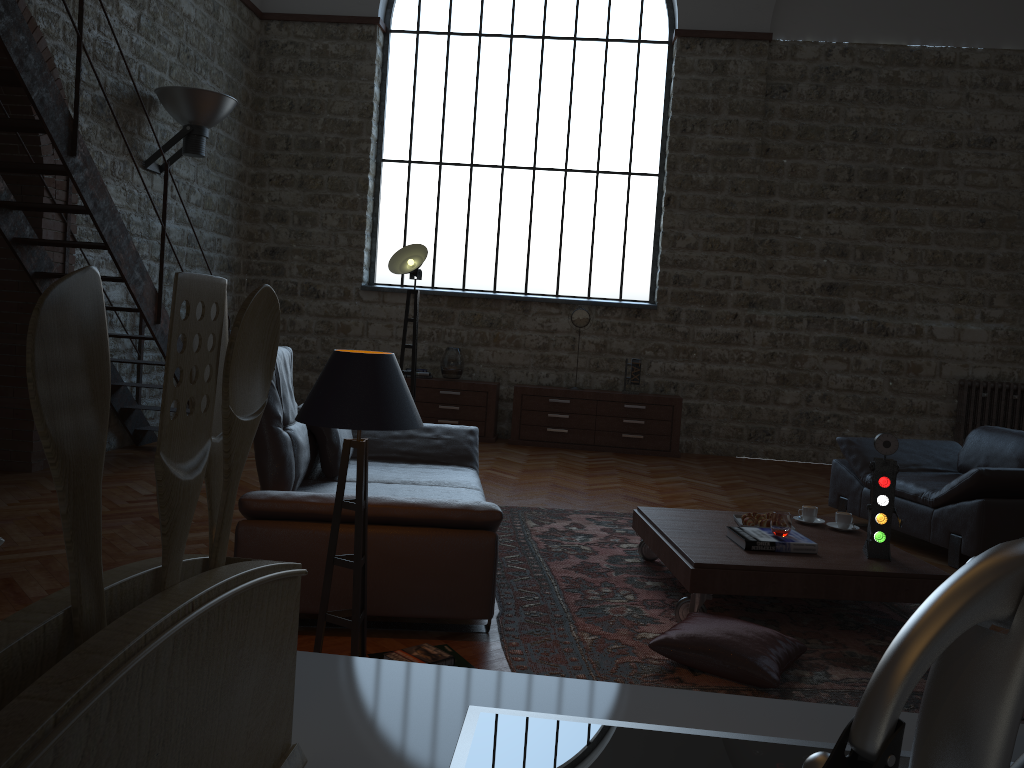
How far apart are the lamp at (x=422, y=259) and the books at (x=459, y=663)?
3.3 meters

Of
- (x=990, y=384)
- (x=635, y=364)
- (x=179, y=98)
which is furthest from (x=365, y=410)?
(x=990, y=384)

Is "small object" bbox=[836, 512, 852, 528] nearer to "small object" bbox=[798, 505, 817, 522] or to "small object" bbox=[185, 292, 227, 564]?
"small object" bbox=[798, 505, 817, 522]

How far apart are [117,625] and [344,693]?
0.3 meters

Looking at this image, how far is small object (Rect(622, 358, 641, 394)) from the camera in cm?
897

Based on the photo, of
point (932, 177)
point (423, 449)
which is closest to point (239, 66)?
point (423, 449)

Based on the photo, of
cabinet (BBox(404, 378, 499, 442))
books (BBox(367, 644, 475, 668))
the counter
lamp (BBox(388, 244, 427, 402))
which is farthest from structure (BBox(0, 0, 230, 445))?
the counter

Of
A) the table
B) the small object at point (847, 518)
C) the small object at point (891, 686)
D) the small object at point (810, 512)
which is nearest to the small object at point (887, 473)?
the table

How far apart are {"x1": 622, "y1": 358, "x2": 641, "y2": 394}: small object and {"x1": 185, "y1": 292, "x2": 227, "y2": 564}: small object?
8.5 meters

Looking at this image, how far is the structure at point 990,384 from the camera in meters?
8.8
